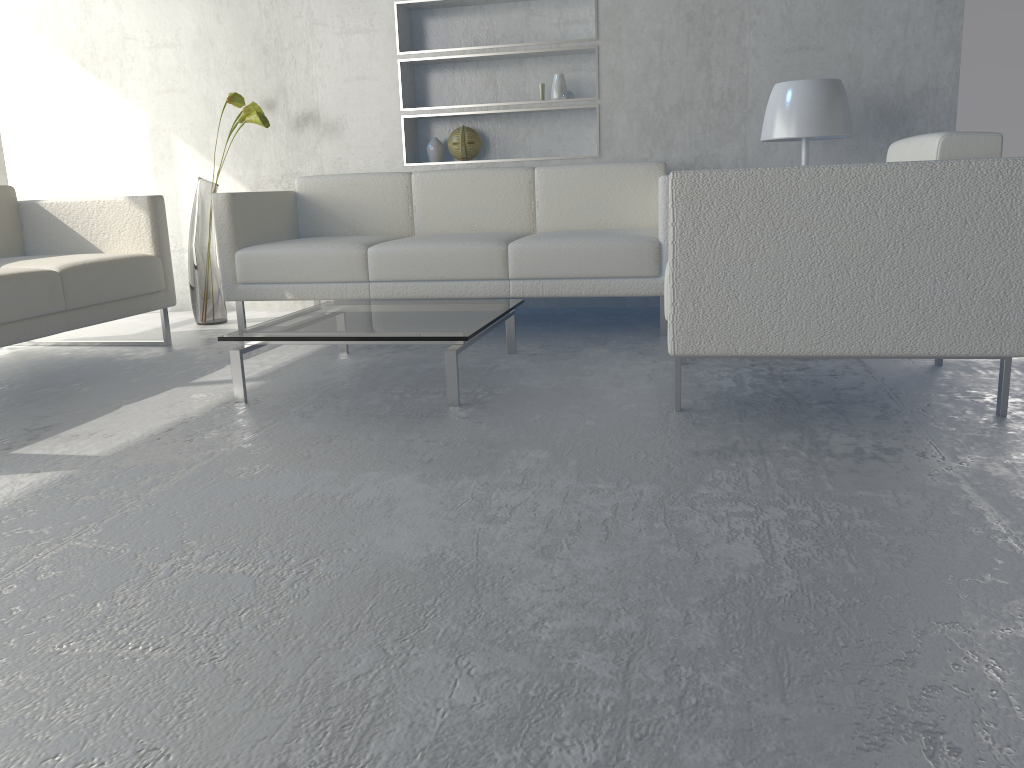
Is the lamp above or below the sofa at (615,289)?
above

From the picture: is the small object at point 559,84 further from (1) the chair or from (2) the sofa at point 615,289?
(1) the chair

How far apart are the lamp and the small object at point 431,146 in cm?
155

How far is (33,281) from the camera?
2.80m

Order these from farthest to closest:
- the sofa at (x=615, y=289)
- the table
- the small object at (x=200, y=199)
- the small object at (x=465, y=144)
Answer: the small object at (x=465, y=144), the small object at (x=200, y=199), the sofa at (x=615, y=289), the table

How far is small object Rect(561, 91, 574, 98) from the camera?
4.0 meters

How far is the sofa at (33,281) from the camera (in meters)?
2.80

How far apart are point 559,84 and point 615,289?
1.3m

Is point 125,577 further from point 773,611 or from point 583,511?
point 773,611

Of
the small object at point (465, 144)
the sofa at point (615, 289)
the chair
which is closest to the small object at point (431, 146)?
the small object at point (465, 144)
